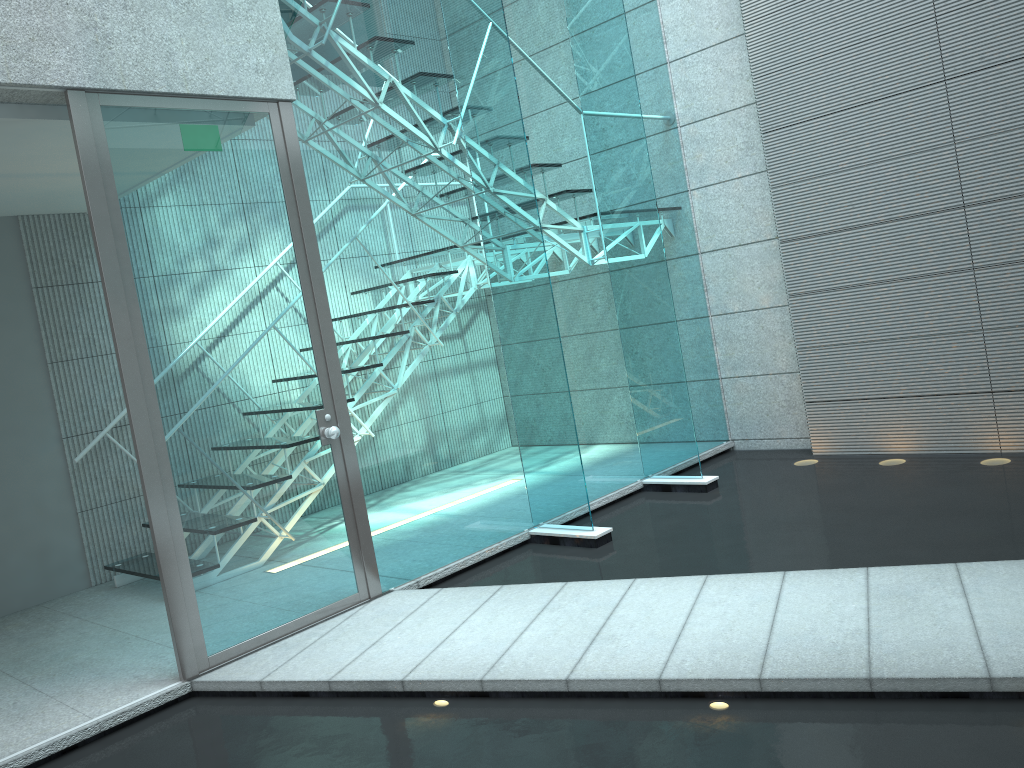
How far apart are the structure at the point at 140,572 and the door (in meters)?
1.22

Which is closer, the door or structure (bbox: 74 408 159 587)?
the door

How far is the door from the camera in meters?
3.0

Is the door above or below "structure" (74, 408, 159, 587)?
above

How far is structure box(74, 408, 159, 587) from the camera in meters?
4.4

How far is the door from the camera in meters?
3.0 m

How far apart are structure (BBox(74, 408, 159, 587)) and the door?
1.2 meters
